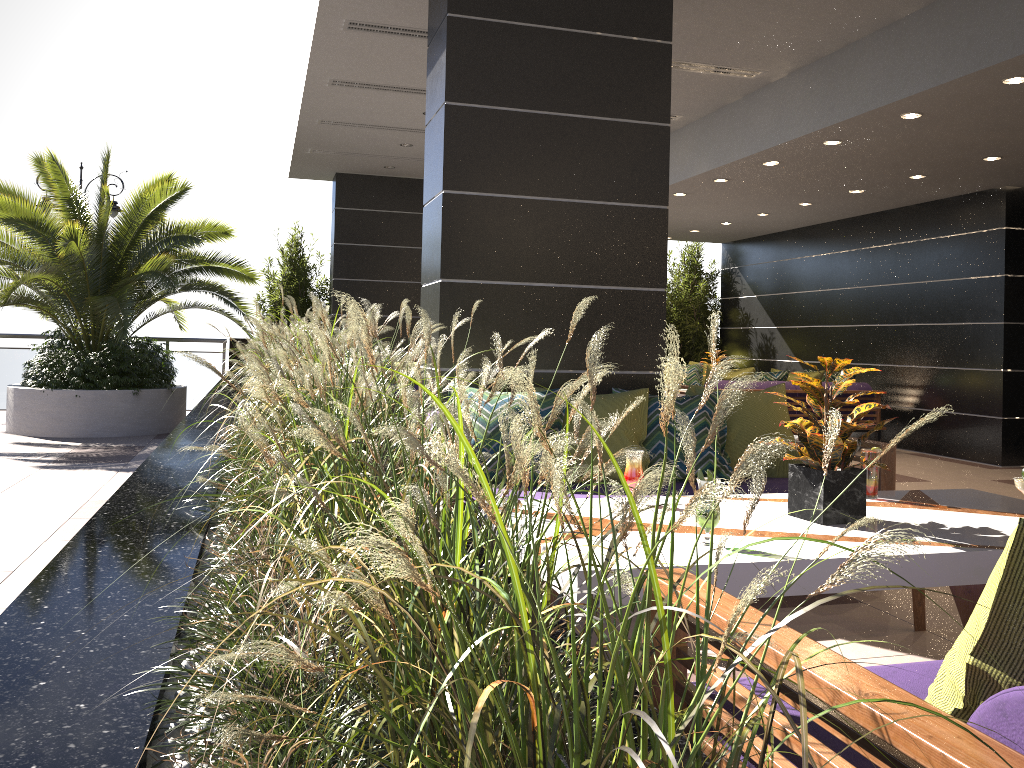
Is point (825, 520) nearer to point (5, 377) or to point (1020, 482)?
point (1020, 482)

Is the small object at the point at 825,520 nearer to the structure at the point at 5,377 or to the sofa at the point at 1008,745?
the sofa at the point at 1008,745

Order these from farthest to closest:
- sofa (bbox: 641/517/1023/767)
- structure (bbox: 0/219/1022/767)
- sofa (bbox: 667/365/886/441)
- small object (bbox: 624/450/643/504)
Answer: sofa (bbox: 667/365/886/441), small object (bbox: 624/450/643/504), sofa (bbox: 641/517/1023/767), structure (bbox: 0/219/1022/767)

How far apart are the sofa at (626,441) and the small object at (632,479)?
0.8 meters

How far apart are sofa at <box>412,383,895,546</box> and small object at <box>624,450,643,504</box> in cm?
79

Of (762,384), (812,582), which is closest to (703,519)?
(812,582)

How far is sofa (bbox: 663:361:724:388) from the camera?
12.4m

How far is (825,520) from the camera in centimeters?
278cm

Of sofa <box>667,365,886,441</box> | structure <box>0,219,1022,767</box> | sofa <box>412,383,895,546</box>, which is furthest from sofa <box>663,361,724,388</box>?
sofa <box>412,383,895,546</box>

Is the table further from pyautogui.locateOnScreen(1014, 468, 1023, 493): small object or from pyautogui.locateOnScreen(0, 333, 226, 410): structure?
pyautogui.locateOnScreen(0, 333, 226, 410): structure
